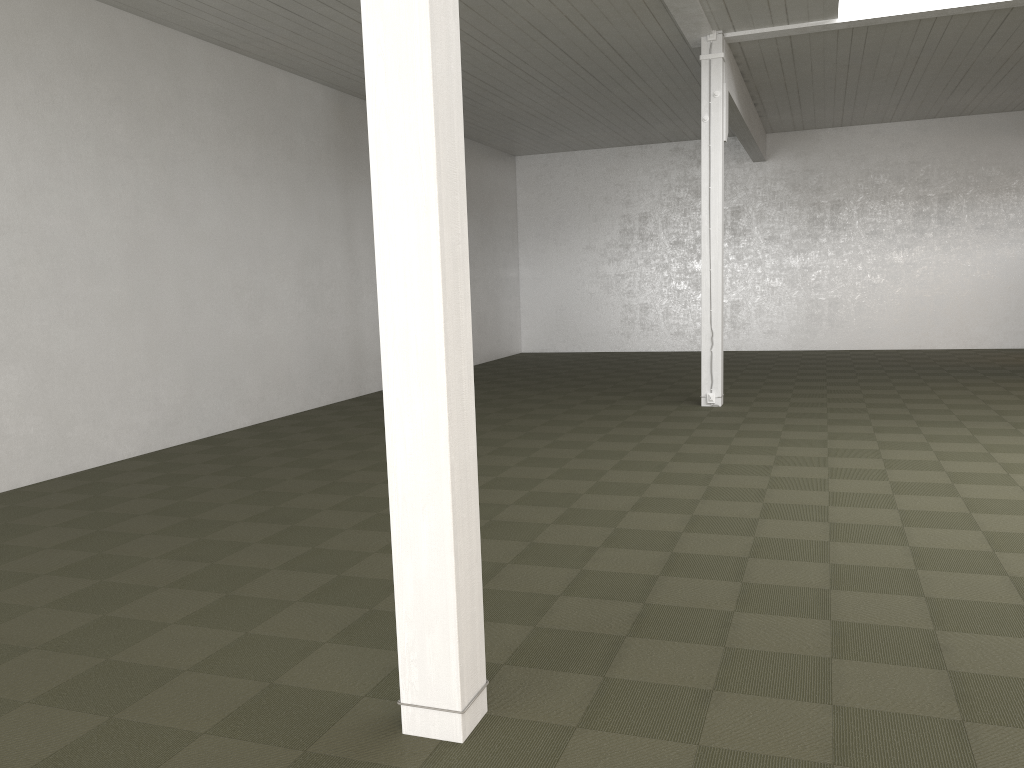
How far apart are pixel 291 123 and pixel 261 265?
2.13m
